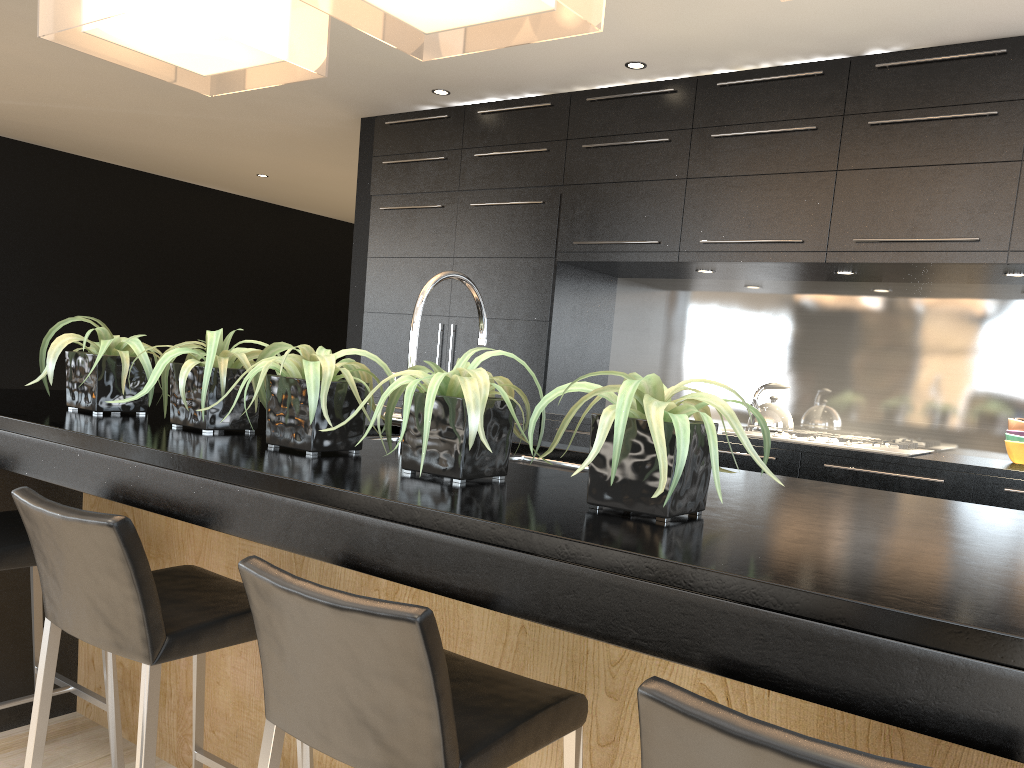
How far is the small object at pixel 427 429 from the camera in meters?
1.5 m

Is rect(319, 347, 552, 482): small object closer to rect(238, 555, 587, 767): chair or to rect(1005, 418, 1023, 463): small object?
rect(238, 555, 587, 767): chair

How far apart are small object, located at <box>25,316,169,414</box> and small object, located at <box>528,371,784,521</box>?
1.2 meters

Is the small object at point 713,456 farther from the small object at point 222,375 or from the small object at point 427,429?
the small object at point 222,375

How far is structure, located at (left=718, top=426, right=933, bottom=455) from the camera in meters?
3.9

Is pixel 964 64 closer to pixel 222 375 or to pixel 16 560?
pixel 222 375

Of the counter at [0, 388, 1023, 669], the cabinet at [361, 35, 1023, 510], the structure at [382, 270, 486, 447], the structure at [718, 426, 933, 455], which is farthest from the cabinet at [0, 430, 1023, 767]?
the structure at [718, 426, 933, 455]

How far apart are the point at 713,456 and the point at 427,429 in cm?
48

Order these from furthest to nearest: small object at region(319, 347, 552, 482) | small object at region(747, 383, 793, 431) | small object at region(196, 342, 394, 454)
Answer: small object at region(747, 383, 793, 431) → small object at region(196, 342, 394, 454) → small object at region(319, 347, 552, 482)

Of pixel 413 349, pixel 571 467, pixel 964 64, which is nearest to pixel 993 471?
pixel 964 64
